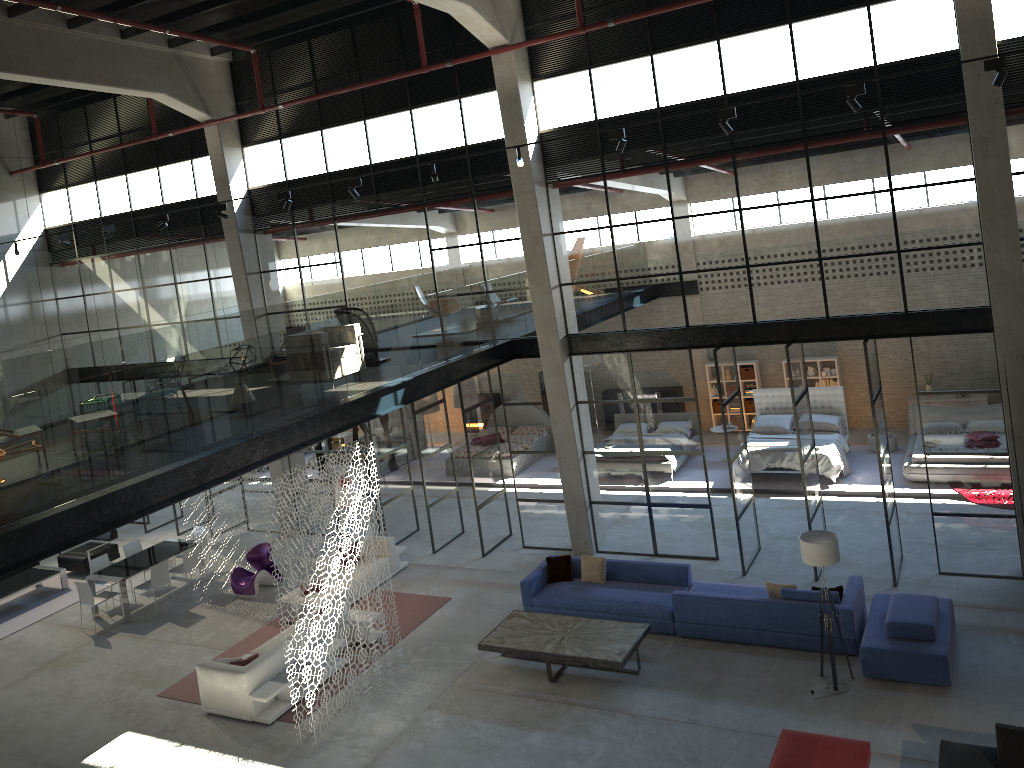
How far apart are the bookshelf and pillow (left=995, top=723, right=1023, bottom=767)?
14.05m

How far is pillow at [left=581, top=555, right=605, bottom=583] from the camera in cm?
1359

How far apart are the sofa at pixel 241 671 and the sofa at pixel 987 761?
8.3 meters

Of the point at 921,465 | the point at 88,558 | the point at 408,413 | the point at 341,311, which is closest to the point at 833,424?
the point at 921,465

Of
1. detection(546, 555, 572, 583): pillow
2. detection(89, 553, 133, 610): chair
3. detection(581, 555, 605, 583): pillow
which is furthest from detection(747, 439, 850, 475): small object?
detection(89, 553, 133, 610): chair

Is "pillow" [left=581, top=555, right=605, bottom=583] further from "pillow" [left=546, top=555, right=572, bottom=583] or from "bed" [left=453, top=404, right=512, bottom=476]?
"bed" [left=453, top=404, right=512, bottom=476]

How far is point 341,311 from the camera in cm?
1491

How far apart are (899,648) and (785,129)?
7.21m

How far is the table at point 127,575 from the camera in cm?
1574

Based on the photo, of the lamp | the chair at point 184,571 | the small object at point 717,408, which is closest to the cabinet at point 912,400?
the small object at point 717,408
